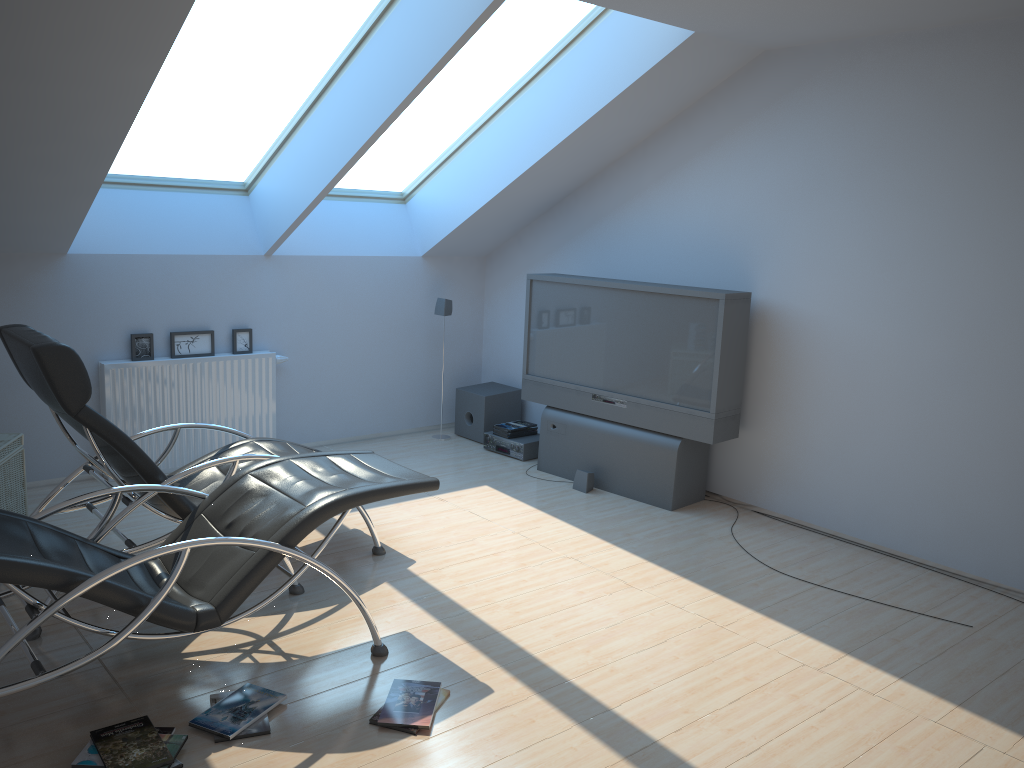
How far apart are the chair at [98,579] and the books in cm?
26

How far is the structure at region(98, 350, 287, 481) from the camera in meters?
5.9

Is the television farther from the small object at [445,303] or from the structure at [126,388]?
the structure at [126,388]

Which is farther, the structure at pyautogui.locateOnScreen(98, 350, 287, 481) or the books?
the structure at pyautogui.locateOnScreen(98, 350, 287, 481)

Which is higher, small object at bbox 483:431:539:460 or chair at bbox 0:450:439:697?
chair at bbox 0:450:439:697

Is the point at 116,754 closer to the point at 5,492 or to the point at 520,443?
the point at 5,492

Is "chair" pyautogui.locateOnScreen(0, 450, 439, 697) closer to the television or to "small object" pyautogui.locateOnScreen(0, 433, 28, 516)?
"small object" pyautogui.locateOnScreen(0, 433, 28, 516)

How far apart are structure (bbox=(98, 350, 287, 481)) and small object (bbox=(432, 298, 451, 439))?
1.4m

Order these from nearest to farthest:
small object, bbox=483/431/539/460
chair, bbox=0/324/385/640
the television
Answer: chair, bbox=0/324/385/640, the television, small object, bbox=483/431/539/460

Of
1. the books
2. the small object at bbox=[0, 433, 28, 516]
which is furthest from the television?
the small object at bbox=[0, 433, 28, 516]
